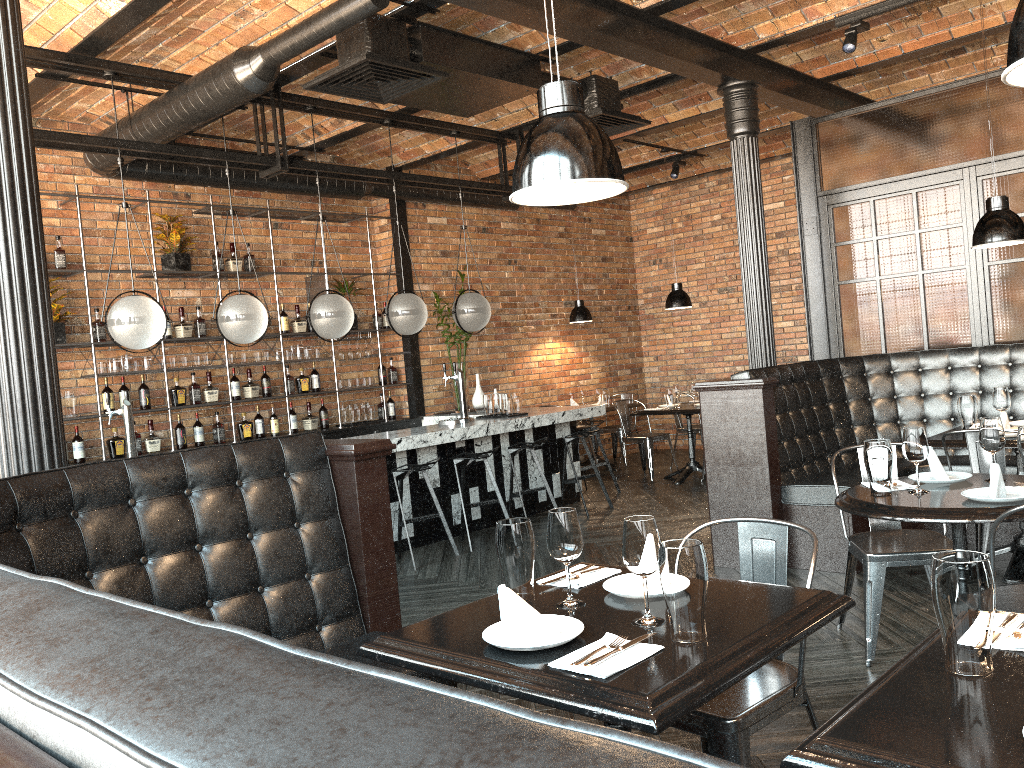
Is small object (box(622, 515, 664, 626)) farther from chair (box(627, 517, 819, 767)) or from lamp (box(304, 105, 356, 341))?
lamp (box(304, 105, 356, 341))

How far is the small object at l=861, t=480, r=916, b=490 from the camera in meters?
3.5

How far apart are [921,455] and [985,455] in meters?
1.3 m

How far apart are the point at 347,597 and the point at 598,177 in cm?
175

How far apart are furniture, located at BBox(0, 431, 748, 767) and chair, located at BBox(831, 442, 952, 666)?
1.91m

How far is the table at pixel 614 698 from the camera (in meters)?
1.65

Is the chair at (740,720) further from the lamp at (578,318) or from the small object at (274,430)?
the lamp at (578,318)

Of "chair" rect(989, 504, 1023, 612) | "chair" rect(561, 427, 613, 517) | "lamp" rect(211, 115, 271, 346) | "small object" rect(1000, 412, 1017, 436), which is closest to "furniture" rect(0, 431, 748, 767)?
"chair" rect(989, 504, 1023, 612)

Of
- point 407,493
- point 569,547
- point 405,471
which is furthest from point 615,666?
point 407,493

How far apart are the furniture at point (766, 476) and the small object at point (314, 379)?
4.3m
